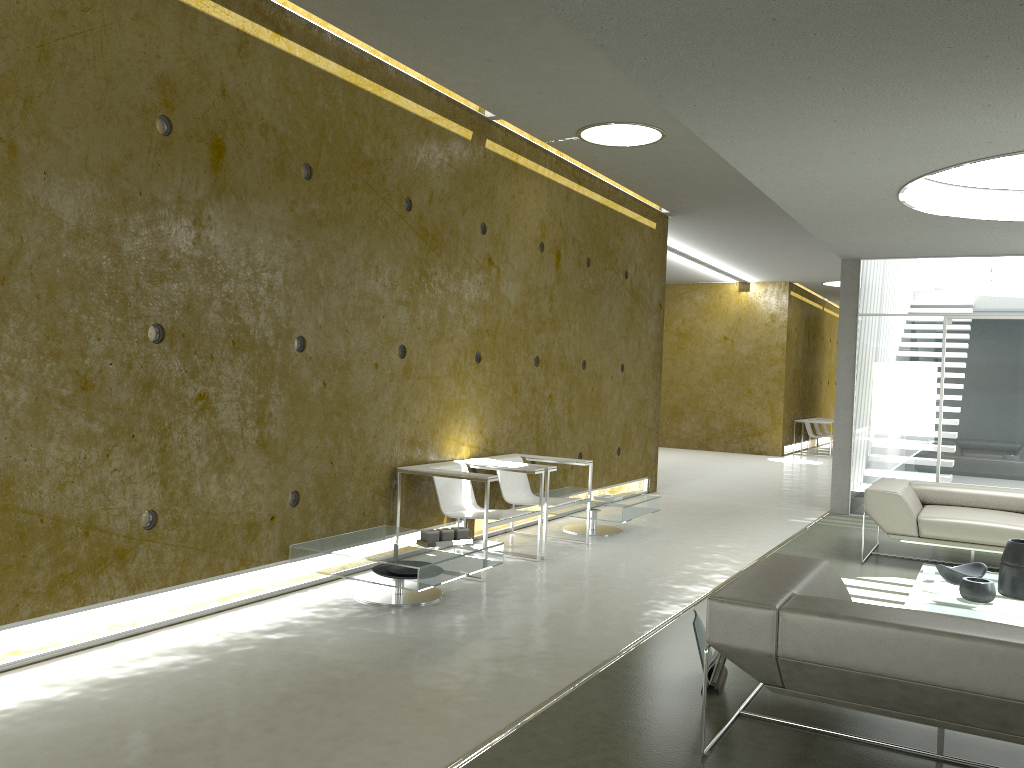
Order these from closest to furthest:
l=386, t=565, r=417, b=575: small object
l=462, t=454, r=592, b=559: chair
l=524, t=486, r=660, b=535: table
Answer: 1. l=386, t=565, r=417, b=575: small object
2. l=462, t=454, r=592, b=559: chair
3. l=524, t=486, r=660, b=535: table

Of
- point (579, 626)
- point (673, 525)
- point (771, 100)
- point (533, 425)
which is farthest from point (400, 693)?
point (673, 525)

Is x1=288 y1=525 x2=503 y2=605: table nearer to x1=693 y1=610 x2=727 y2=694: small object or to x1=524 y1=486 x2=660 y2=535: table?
x1=693 y1=610 x2=727 y2=694: small object

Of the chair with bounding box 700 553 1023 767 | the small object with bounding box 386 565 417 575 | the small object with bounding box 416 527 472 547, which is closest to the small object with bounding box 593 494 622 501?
the small object with bounding box 416 527 472 547

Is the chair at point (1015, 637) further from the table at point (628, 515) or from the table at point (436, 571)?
the table at point (628, 515)

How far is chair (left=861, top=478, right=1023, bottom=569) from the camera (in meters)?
6.32

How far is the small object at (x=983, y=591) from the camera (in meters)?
4.74

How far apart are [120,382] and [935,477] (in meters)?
7.86

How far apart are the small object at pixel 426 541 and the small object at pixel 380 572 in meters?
0.3

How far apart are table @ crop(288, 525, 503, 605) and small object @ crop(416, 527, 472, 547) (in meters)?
0.04
